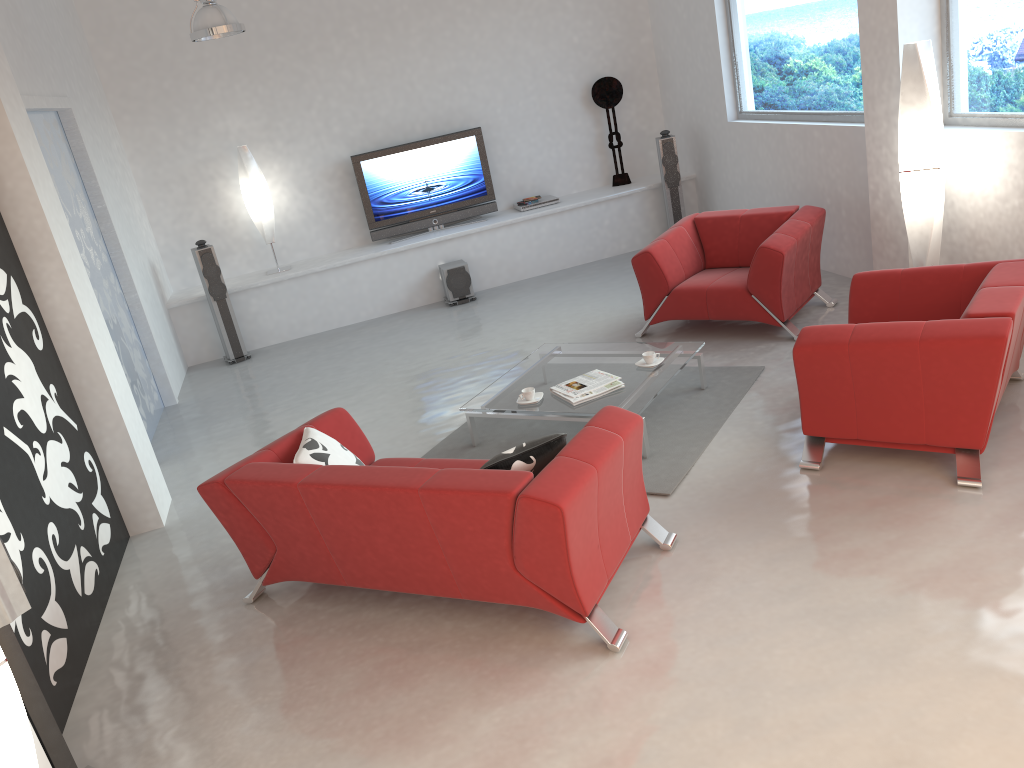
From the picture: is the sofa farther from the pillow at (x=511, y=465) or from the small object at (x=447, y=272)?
the small object at (x=447, y=272)

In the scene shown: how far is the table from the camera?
5.0m

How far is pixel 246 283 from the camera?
8.61m

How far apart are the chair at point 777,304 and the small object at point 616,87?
2.7m

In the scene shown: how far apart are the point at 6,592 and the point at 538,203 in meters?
7.2 m

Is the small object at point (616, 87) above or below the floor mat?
above

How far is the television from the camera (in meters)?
8.94

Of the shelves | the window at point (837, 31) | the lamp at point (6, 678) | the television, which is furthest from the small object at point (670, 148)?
the lamp at point (6, 678)

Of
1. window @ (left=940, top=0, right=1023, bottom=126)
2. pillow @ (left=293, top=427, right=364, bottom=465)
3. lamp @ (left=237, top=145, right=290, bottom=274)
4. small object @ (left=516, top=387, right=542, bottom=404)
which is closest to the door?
lamp @ (left=237, top=145, right=290, bottom=274)

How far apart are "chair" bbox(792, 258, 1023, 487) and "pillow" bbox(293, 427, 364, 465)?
2.17m
